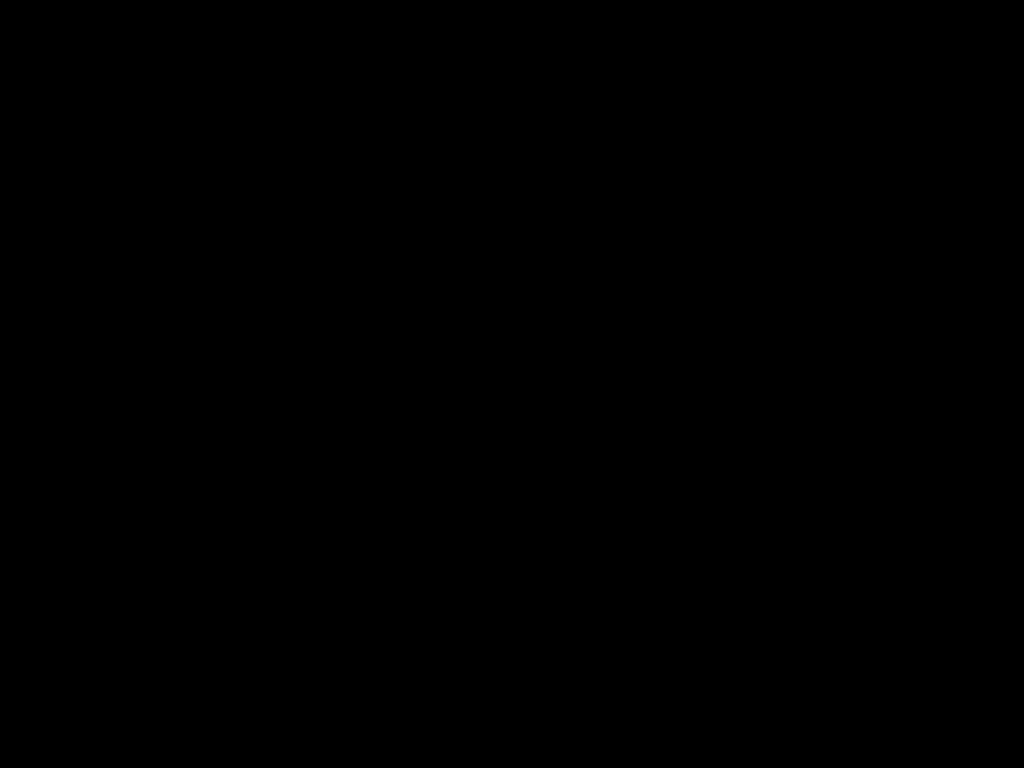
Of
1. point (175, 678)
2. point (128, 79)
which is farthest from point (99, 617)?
point (128, 79)

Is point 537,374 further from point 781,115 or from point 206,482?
point 781,115
